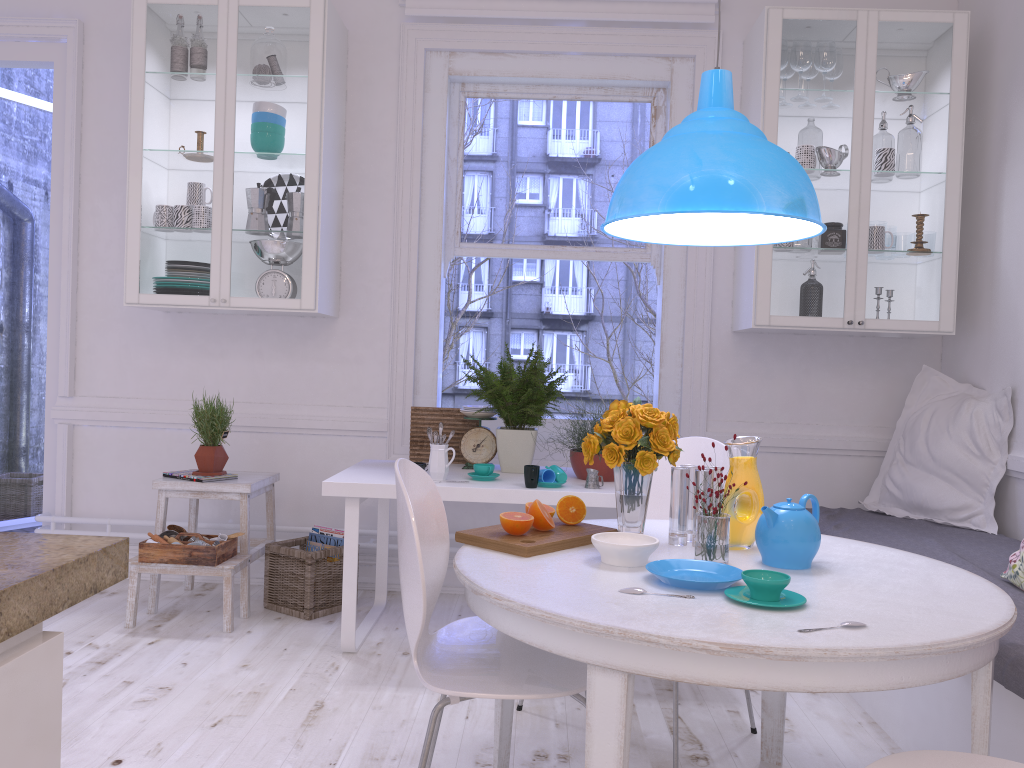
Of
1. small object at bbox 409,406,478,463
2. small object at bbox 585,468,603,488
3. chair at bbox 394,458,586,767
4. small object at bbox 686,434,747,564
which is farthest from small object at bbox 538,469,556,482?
small object at bbox 686,434,747,564

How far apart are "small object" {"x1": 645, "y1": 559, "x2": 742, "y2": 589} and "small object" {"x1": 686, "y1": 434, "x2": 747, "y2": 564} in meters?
0.1 m

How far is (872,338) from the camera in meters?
4.0 m

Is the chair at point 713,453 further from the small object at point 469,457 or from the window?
the window

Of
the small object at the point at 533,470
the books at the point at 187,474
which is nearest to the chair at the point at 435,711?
the small object at the point at 533,470

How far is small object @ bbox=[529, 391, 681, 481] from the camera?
3.3 meters

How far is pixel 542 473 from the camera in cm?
312

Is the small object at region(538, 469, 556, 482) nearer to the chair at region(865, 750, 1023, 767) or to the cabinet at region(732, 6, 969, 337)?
the cabinet at region(732, 6, 969, 337)

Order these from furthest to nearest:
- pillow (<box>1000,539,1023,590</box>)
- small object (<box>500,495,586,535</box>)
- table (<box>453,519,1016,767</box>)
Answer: pillow (<box>1000,539,1023,590</box>) → small object (<box>500,495,586,535</box>) → table (<box>453,519,1016,767</box>)

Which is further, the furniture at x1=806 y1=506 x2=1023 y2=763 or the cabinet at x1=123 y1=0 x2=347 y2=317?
the cabinet at x1=123 y1=0 x2=347 y2=317
